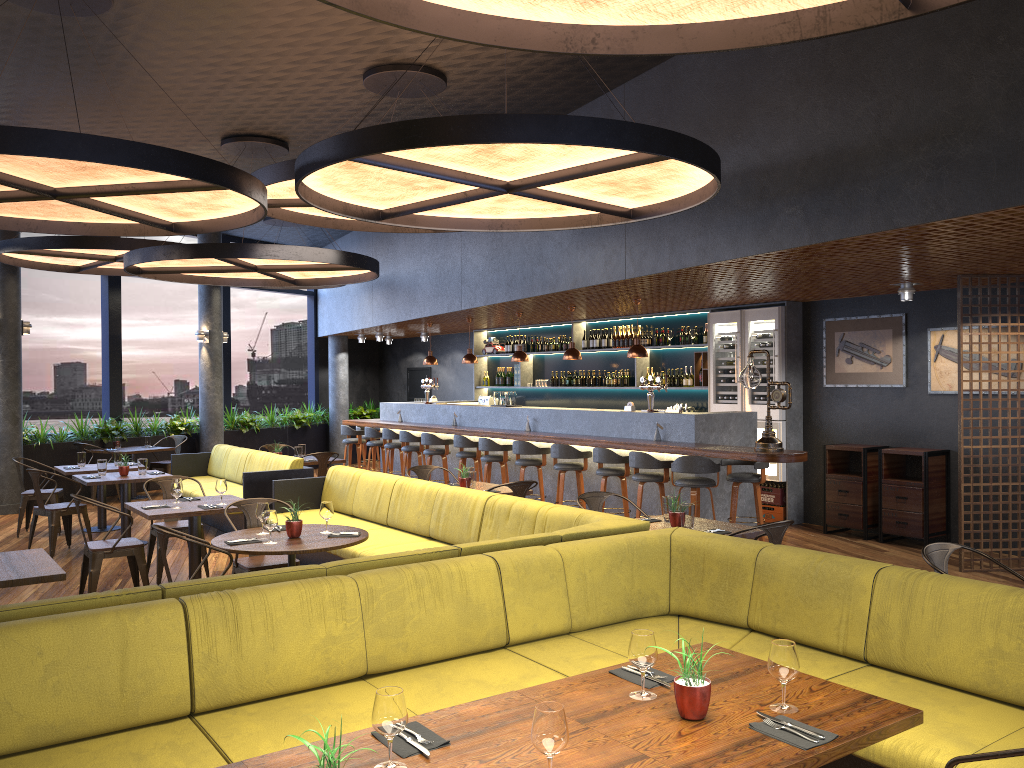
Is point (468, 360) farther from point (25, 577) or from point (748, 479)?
point (25, 577)

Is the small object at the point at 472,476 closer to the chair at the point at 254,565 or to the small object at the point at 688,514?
the chair at the point at 254,565

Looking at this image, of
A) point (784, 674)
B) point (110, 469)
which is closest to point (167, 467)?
point (110, 469)

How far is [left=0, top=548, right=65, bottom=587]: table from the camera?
4.7 meters

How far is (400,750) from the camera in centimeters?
244cm

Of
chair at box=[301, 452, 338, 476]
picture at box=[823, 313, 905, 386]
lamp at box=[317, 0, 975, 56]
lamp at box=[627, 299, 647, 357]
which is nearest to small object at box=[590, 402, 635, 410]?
lamp at box=[627, 299, 647, 357]

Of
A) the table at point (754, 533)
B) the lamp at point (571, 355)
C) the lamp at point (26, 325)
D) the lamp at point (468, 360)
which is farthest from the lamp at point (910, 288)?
the lamp at point (26, 325)

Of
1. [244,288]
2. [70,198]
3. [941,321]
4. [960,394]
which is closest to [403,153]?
[70,198]

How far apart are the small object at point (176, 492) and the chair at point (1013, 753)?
6.16m

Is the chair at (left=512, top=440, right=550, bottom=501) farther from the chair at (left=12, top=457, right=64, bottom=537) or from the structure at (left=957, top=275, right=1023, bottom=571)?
the chair at (left=12, top=457, right=64, bottom=537)
